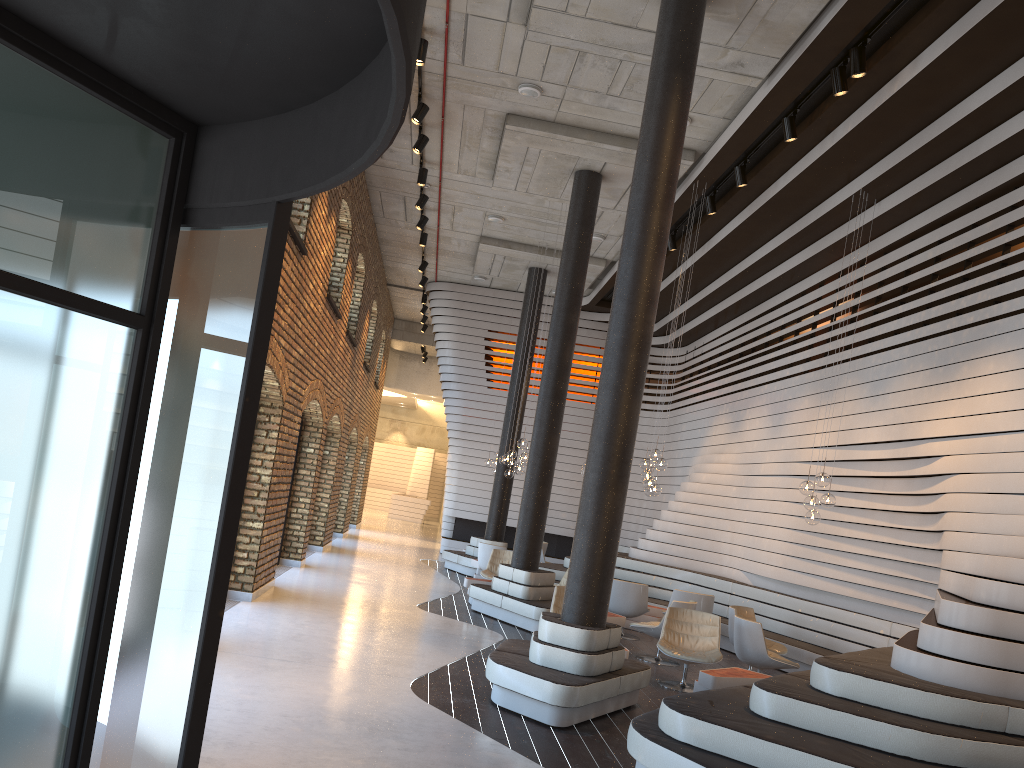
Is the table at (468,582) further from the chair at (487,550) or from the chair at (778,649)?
the chair at (778,649)

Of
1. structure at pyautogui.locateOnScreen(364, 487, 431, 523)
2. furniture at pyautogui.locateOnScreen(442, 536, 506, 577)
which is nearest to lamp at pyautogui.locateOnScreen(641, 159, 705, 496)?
furniture at pyautogui.locateOnScreen(442, 536, 506, 577)

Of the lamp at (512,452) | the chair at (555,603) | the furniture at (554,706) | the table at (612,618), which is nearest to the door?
the furniture at (554,706)

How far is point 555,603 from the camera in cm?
928

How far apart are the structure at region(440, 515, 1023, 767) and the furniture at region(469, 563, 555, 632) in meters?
2.5

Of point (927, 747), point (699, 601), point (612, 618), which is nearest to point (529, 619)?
point (612, 618)

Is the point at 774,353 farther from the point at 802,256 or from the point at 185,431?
the point at 185,431

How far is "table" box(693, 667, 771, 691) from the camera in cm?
757

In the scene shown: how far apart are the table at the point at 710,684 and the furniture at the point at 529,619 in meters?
2.9 m

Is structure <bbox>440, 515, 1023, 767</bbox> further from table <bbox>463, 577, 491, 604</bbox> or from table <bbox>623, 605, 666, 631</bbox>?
table <bbox>463, 577, 491, 604</bbox>
